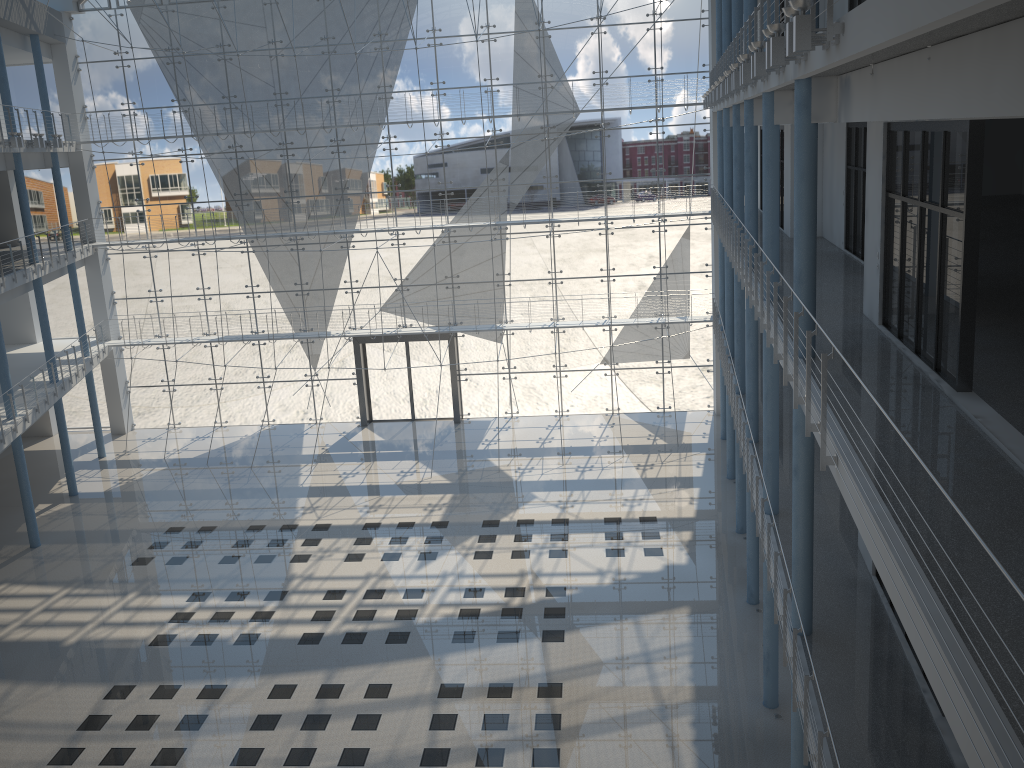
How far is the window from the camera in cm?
422

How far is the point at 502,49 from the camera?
4.2 meters

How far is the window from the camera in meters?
4.2 m
